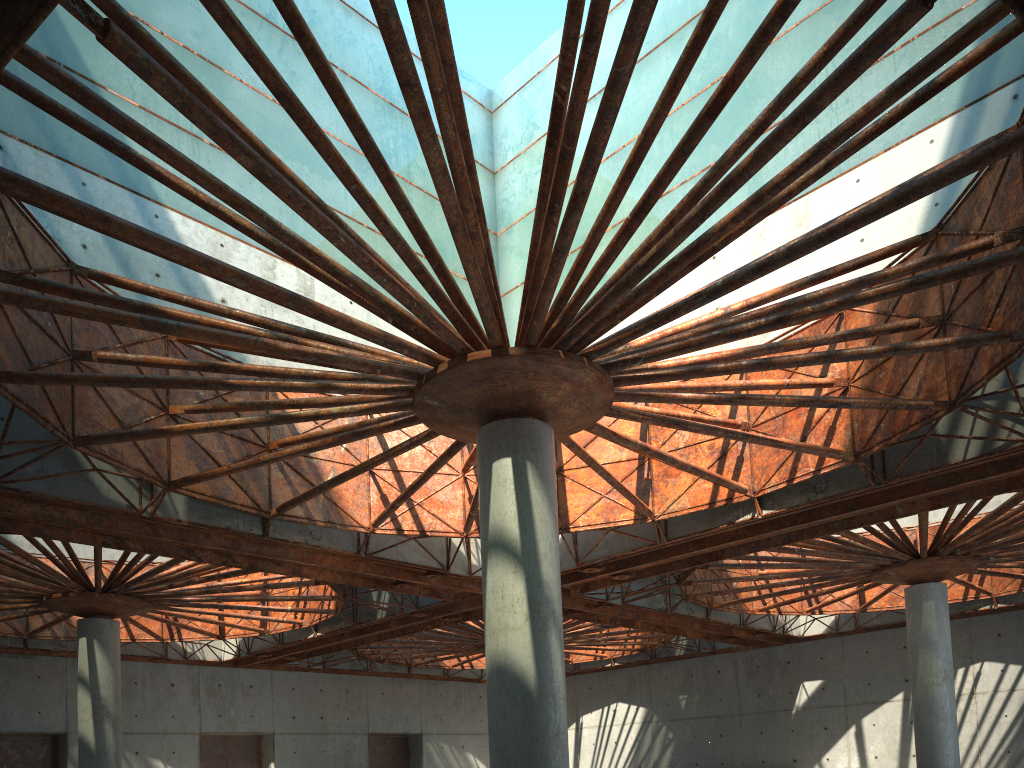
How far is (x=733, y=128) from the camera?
36.3m
